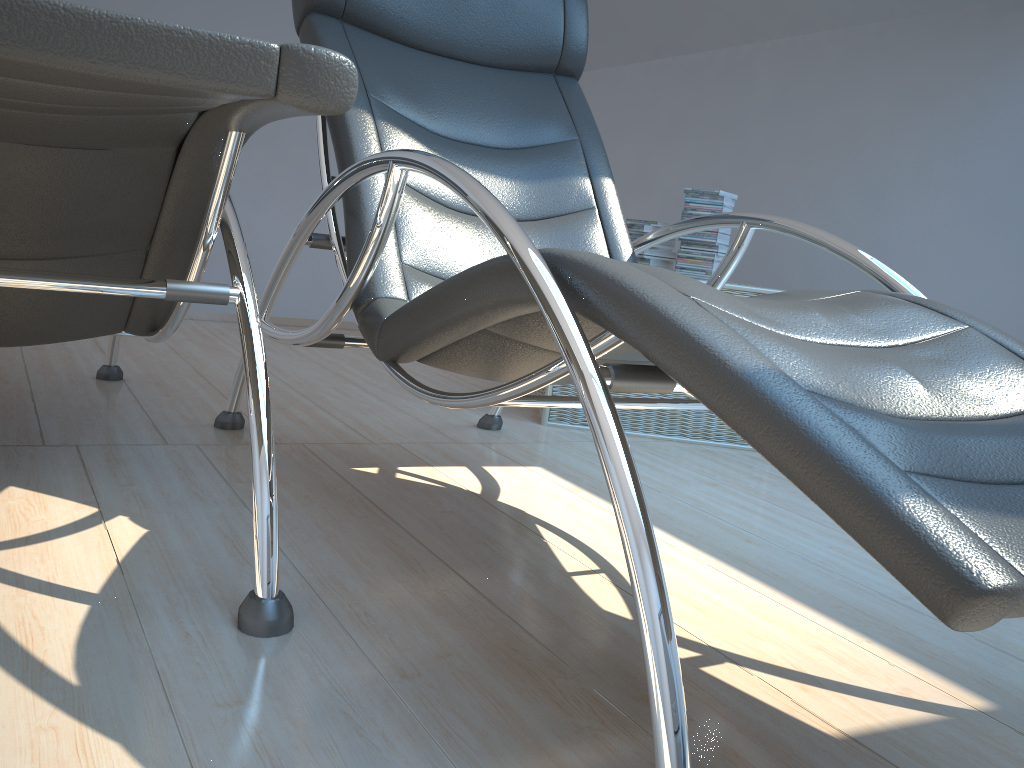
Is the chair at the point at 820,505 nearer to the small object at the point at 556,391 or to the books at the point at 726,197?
the small object at the point at 556,391

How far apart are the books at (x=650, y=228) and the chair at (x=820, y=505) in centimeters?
78cm

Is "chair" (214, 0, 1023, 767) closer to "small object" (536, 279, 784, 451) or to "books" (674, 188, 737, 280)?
"small object" (536, 279, 784, 451)

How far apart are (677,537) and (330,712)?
0.98m

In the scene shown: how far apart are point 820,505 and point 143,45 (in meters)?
0.66

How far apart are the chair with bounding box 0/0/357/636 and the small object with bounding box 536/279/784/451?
1.27m

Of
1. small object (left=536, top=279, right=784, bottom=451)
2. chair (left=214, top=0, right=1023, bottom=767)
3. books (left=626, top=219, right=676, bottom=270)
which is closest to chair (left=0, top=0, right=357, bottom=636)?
chair (left=214, top=0, right=1023, bottom=767)

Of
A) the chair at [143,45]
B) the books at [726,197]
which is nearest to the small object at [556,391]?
the books at [726,197]

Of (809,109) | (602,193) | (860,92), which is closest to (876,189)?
(860,92)

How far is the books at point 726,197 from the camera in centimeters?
285cm
